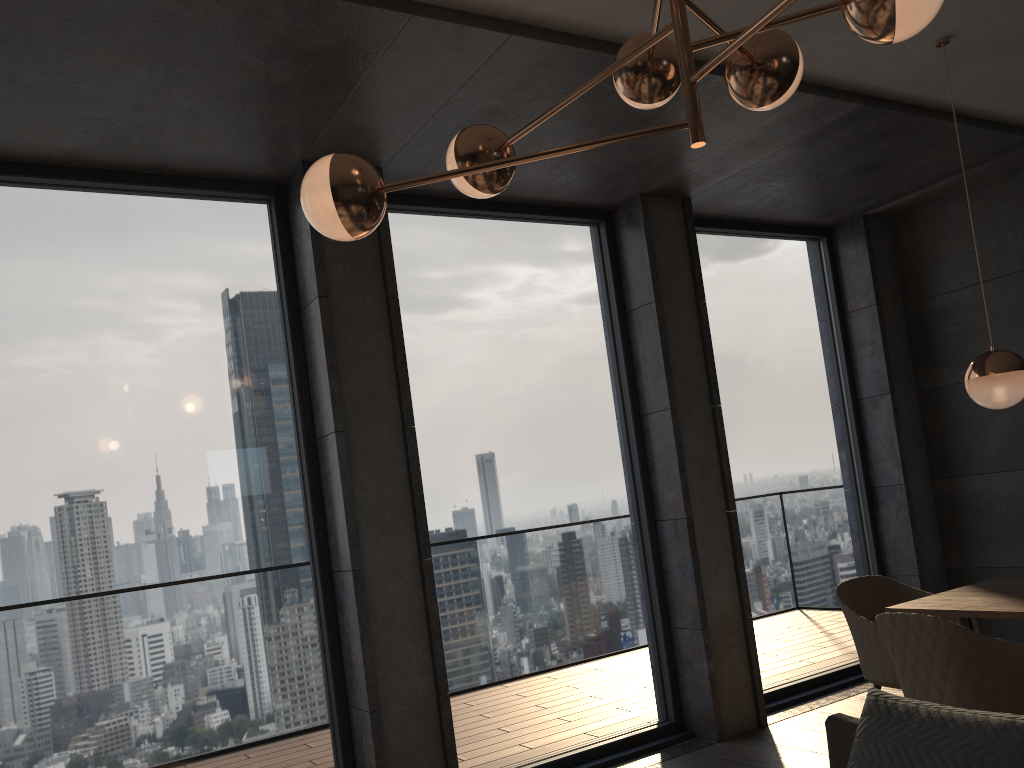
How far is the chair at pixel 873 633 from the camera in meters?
3.8 m

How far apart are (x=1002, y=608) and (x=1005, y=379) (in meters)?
0.88

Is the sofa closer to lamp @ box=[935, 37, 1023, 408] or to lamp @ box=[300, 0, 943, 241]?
lamp @ box=[300, 0, 943, 241]

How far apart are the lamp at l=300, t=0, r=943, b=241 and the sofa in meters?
1.4 m

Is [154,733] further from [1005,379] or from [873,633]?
[1005,379]

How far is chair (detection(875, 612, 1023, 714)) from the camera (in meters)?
2.84

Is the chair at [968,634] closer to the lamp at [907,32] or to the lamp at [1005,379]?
the lamp at [1005,379]

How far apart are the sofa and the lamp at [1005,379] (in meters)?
1.75

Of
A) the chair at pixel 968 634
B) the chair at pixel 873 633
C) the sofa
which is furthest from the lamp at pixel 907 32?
the chair at pixel 873 633

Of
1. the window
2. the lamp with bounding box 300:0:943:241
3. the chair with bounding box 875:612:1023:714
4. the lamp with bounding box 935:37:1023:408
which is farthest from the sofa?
the window
